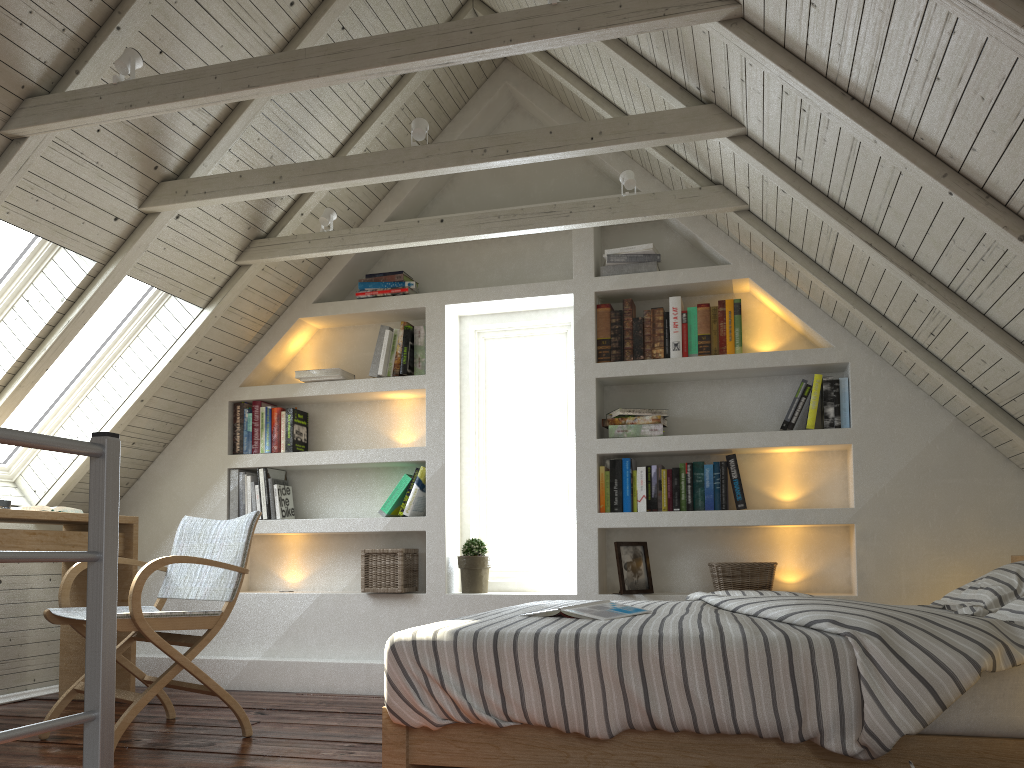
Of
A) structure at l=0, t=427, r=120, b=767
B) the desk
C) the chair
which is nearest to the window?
the desk

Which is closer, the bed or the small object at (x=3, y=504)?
the bed

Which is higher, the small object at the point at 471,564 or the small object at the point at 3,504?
the small object at the point at 3,504

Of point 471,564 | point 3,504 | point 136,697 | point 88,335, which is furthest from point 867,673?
point 88,335

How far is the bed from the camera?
1.6 meters

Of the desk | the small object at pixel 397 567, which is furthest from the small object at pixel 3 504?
the small object at pixel 397 567

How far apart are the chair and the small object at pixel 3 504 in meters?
0.4

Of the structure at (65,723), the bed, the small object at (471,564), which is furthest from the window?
the structure at (65,723)

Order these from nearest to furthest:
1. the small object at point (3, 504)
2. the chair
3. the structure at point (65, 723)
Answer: the structure at point (65, 723) < the chair < the small object at point (3, 504)

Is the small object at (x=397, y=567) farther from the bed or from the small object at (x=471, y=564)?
the bed
